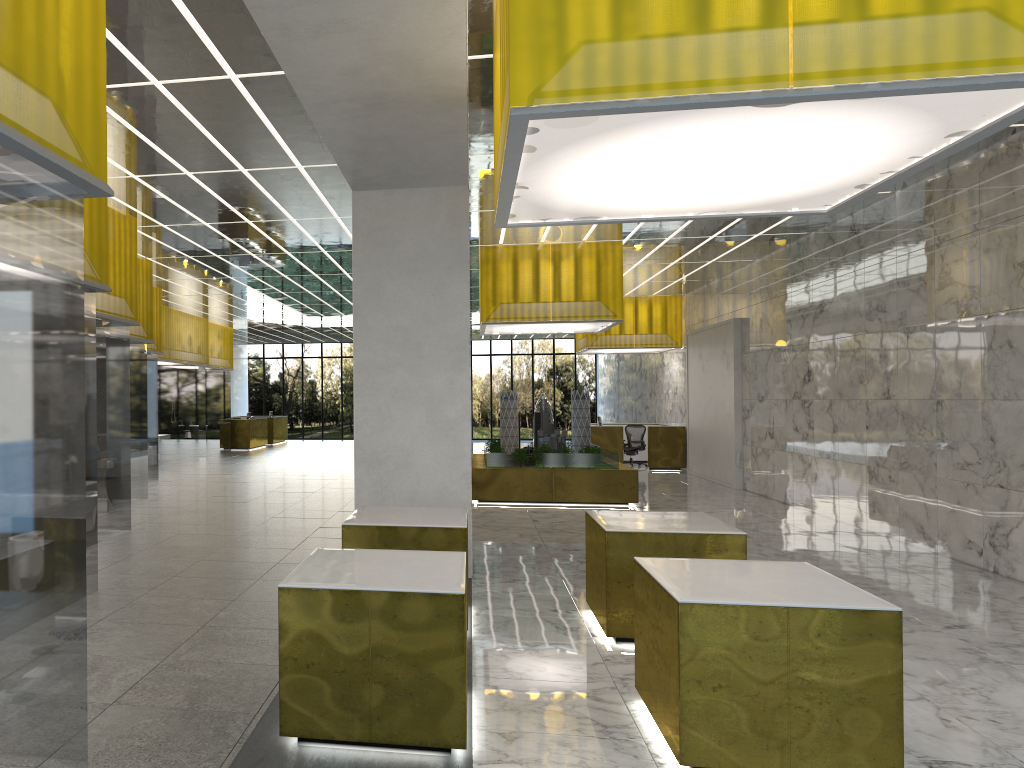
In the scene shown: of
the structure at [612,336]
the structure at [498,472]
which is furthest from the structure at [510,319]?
the structure at [612,336]

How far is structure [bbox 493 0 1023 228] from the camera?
5.2m

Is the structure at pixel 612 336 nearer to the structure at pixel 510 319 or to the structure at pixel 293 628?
the structure at pixel 510 319

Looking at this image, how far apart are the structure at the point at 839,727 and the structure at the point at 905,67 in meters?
3.2 m

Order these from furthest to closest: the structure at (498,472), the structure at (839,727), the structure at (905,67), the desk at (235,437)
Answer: the desk at (235,437) < the structure at (498,472) < the structure at (839,727) < the structure at (905,67)

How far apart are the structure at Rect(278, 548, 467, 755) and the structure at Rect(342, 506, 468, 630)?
1.6 meters

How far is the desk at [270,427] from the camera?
44.9 meters

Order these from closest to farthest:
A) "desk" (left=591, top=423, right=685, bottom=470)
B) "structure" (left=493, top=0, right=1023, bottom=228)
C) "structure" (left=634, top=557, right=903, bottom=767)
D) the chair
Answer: "structure" (left=493, top=0, right=1023, bottom=228) < "structure" (left=634, top=557, right=903, bottom=767) < "desk" (left=591, top=423, right=685, bottom=470) < the chair

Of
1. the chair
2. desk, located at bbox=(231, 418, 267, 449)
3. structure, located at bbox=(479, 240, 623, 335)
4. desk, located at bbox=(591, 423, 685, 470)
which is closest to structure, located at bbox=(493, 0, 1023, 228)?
structure, located at bbox=(479, 240, 623, 335)

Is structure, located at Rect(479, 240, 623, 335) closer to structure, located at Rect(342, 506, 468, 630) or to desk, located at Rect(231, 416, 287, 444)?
structure, located at Rect(342, 506, 468, 630)
